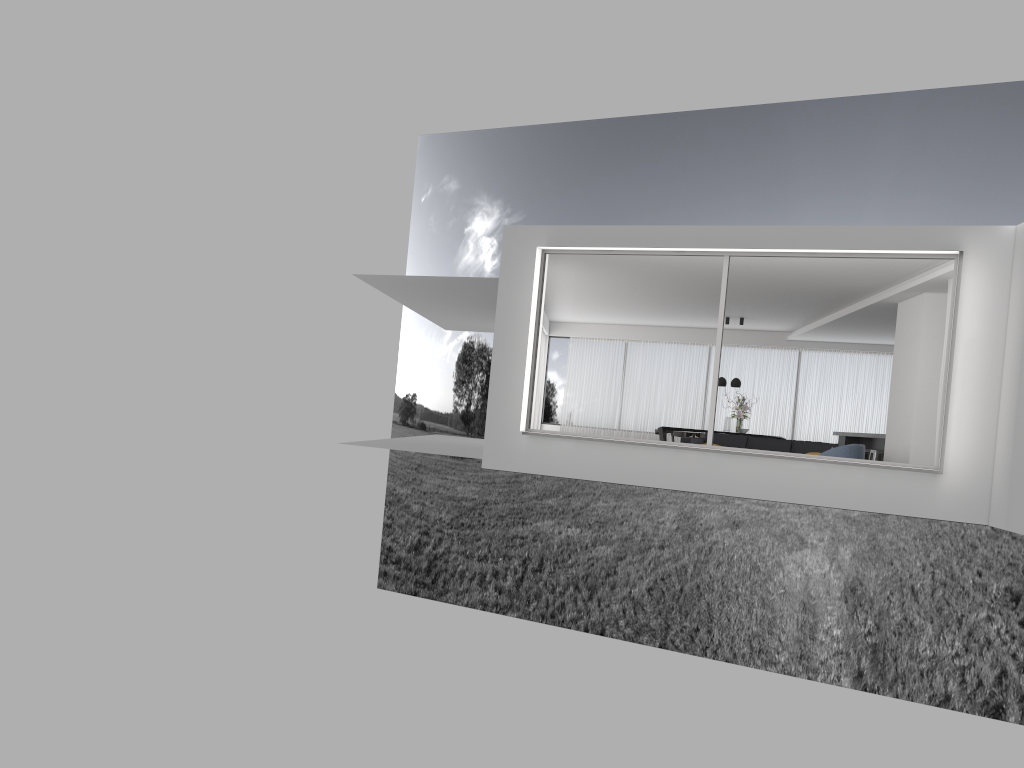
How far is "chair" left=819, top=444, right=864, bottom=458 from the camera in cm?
1124

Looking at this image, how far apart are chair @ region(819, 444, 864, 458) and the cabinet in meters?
5.0 m

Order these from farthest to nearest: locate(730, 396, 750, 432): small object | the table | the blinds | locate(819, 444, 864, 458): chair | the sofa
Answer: the blinds < the table < locate(730, 396, 750, 432): small object < the sofa < locate(819, 444, 864, 458): chair

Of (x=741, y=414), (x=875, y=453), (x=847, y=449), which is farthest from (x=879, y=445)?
(x=847, y=449)

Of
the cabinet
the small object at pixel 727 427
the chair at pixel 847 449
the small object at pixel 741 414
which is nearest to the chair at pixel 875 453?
the cabinet

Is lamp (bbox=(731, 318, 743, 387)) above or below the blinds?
above

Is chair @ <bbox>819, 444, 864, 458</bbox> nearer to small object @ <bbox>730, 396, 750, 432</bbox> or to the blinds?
small object @ <bbox>730, 396, 750, 432</bbox>

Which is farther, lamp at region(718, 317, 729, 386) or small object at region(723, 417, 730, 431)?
lamp at region(718, 317, 729, 386)

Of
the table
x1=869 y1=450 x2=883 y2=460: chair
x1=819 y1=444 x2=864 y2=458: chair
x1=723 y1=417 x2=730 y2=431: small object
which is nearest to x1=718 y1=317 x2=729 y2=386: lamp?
x1=723 y1=417 x2=730 y2=431: small object

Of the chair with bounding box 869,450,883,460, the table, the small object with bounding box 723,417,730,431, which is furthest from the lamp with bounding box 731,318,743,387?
the chair with bounding box 869,450,883,460
